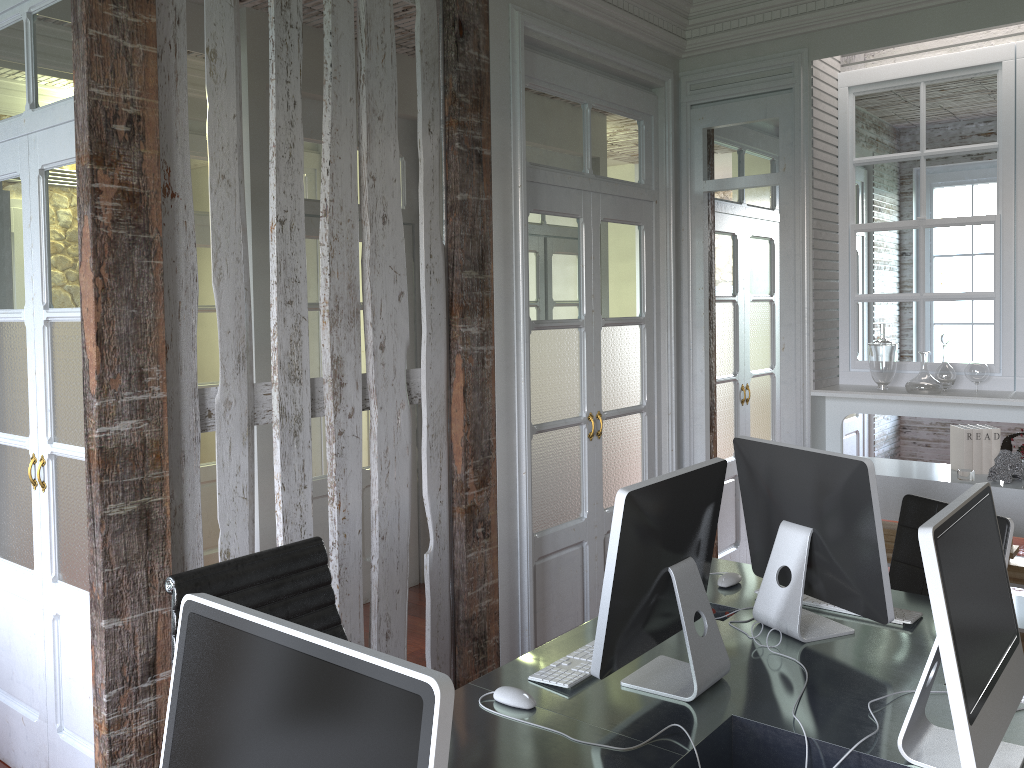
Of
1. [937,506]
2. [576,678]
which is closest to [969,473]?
[937,506]

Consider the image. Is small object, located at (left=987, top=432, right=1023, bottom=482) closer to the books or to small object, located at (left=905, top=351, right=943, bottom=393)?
the books

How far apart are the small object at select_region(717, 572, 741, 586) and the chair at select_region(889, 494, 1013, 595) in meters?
0.7

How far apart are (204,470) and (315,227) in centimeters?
158cm

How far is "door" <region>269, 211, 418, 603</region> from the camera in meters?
4.5 m

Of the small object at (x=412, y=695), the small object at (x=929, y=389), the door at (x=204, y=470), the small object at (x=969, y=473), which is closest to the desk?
the small object at (x=412, y=695)

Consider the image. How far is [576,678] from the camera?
2.1m

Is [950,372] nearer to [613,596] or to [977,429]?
[977,429]

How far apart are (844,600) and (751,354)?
2.97m

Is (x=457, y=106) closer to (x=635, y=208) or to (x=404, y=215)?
(x=635, y=208)
